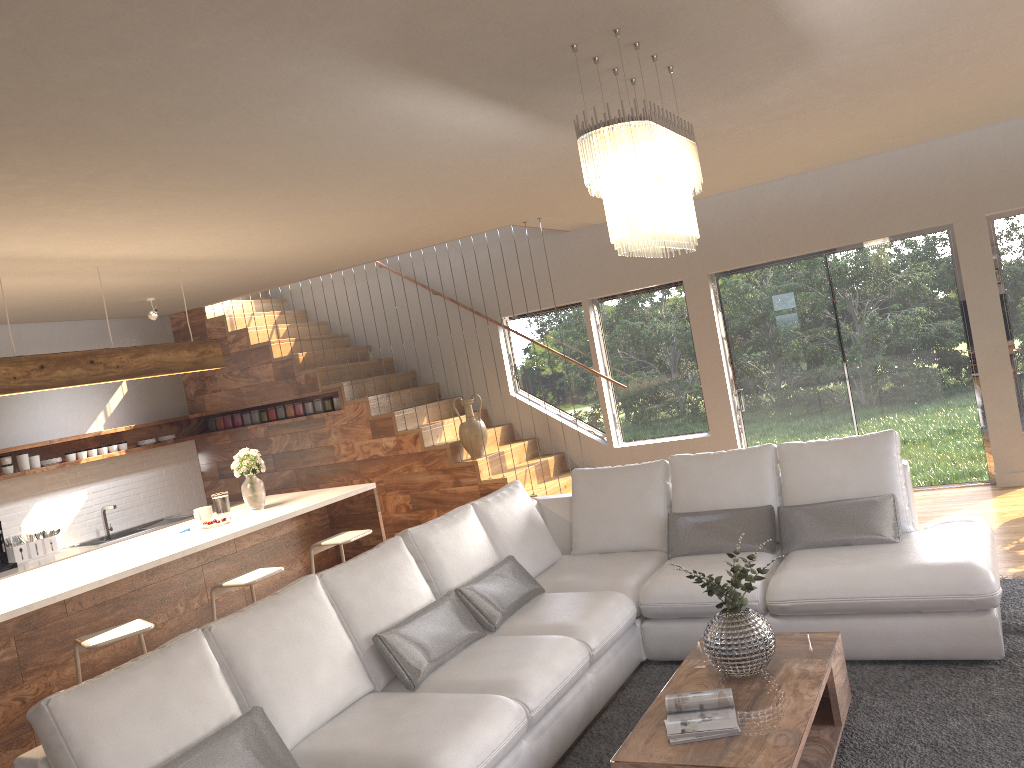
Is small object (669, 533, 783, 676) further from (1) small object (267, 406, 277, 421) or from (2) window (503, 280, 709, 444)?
(1) small object (267, 406, 277, 421)

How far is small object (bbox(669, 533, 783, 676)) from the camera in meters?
3.4

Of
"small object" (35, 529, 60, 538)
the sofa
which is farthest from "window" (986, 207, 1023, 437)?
"small object" (35, 529, 60, 538)

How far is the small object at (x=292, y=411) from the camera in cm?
872

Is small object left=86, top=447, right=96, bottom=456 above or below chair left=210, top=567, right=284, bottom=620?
above

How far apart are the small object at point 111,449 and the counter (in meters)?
1.10

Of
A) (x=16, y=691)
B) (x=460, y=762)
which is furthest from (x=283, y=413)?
(x=460, y=762)

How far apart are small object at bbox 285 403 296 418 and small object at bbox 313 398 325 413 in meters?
0.3 m

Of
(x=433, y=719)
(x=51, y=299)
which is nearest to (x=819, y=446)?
(x=433, y=719)

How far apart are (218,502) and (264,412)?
2.9m
